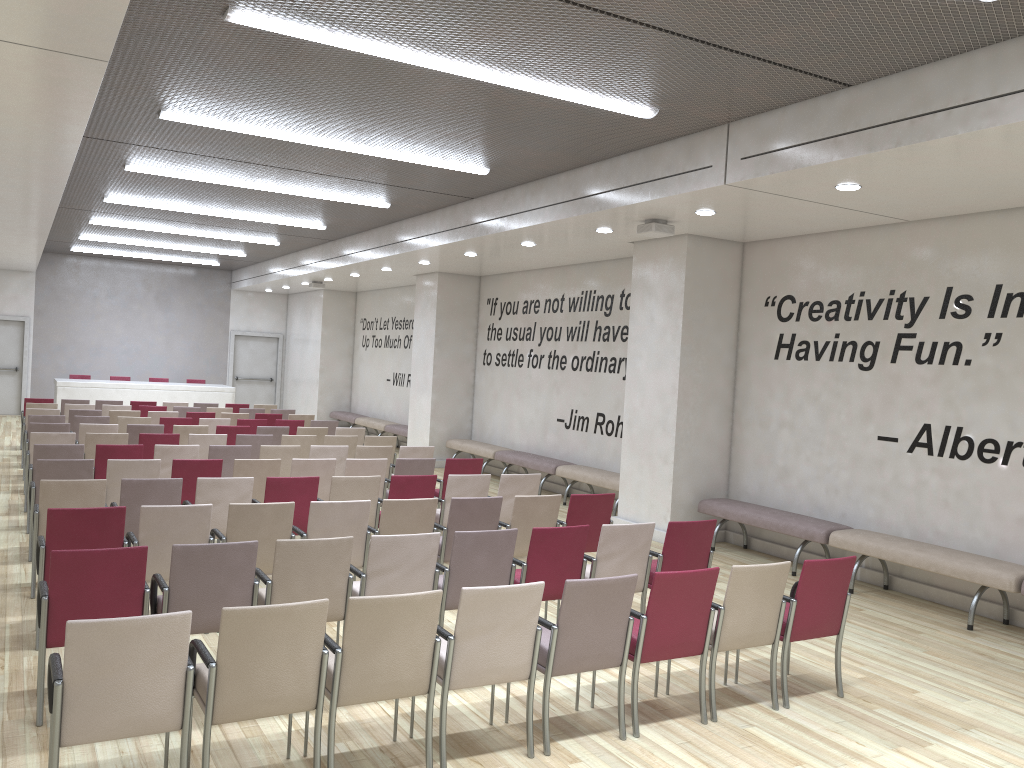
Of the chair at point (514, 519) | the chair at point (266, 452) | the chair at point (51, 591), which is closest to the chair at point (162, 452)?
the chair at point (266, 452)

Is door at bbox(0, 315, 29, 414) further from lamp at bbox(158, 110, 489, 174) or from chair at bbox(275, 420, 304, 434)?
lamp at bbox(158, 110, 489, 174)

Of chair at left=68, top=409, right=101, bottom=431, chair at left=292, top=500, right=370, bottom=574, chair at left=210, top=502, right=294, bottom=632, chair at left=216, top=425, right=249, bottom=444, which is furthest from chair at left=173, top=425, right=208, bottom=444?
chair at left=292, top=500, right=370, bottom=574

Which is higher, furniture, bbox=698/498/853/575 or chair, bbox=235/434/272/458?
chair, bbox=235/434/272/458

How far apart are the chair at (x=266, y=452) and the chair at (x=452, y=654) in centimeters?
571cm

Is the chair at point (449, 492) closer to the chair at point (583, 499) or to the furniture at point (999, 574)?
the chair at point (583, 499)

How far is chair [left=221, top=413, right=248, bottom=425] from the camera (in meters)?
14.35

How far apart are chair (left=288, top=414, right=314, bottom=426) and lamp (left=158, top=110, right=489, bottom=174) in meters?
6.9

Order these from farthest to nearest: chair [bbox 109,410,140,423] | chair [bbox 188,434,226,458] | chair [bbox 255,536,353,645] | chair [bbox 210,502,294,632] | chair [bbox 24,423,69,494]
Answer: chair [bbox 109,410,140,423], chair [bbox 24,423,69,494], chair [bbox 188,434,226,458], chair [bbox 210,502,294,632], chair [bbox 255,536,353,645]

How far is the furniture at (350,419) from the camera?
20.41m
